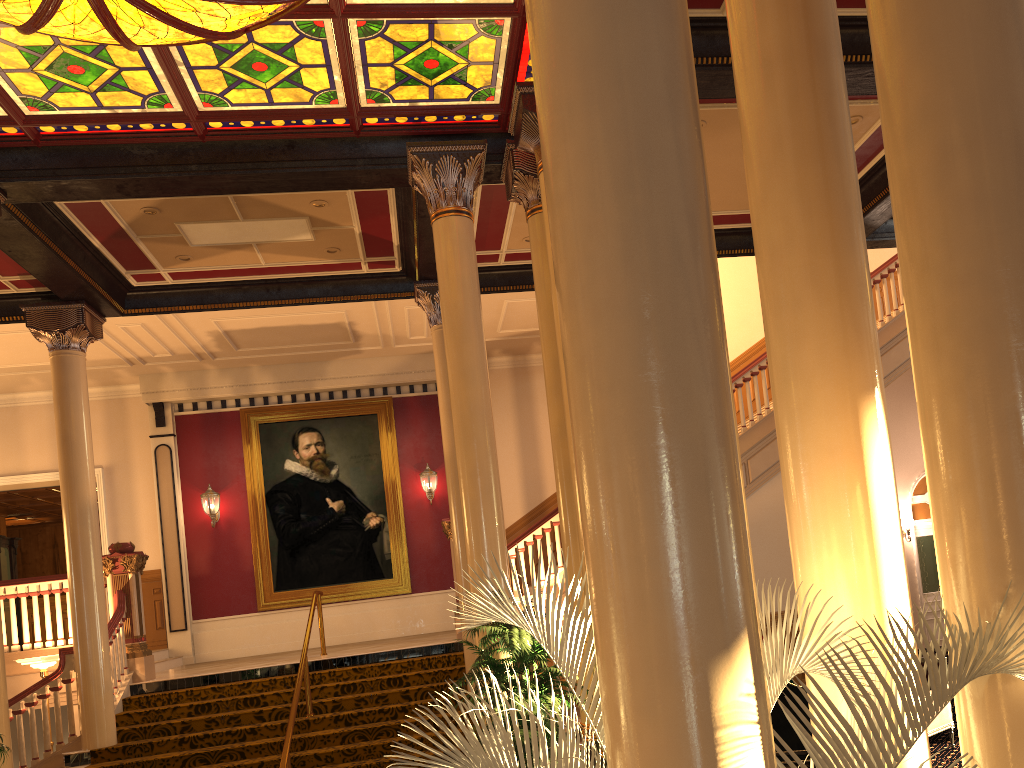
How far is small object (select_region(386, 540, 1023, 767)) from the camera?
1.81m

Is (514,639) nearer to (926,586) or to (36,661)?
(36,661)

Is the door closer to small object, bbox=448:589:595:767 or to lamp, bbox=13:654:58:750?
small object, bbox=448:589:595:767

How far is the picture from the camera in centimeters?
1474cm

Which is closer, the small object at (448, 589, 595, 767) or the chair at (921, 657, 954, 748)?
the small object at (448, 589, 595, 767)

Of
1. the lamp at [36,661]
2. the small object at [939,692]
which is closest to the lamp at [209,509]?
the lamp at [36,661]

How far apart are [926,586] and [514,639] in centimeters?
1310cm

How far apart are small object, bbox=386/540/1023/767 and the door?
15.9m

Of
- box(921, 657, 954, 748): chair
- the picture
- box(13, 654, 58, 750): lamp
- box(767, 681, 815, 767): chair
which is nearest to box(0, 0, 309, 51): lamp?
box(767, 681, 815, 767): chair

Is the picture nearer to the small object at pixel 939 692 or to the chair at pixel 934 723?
the chair at pixel 934 723
